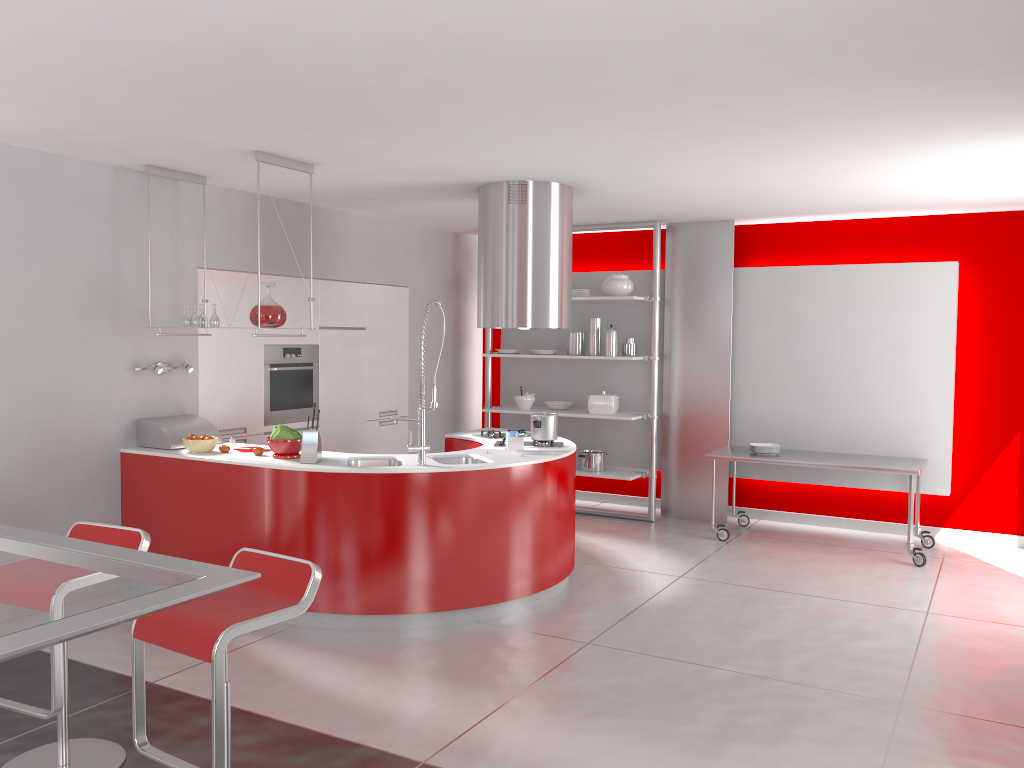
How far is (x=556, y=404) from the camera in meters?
8.1 m

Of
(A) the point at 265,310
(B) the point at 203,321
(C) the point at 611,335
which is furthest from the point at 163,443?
(C) the point at 611,335

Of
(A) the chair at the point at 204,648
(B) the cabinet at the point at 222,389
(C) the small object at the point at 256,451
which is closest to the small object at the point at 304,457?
(C) the small object at the point at 256,451

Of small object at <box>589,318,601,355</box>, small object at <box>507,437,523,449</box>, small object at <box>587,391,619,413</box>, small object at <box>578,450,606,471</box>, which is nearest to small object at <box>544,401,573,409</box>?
small object at <box>587,391,619,413</box>

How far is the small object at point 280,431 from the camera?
5.0 meters

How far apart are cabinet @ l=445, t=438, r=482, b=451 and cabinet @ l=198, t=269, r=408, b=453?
1.2 meters

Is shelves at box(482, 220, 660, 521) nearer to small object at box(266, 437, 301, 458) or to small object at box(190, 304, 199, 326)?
small object at box(266, 437, 301, 458)

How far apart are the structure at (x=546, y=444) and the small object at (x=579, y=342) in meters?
2.2

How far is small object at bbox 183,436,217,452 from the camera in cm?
524

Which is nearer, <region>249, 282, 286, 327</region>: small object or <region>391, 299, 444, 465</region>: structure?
<region>391, 299, 444, 465</region>: structure
